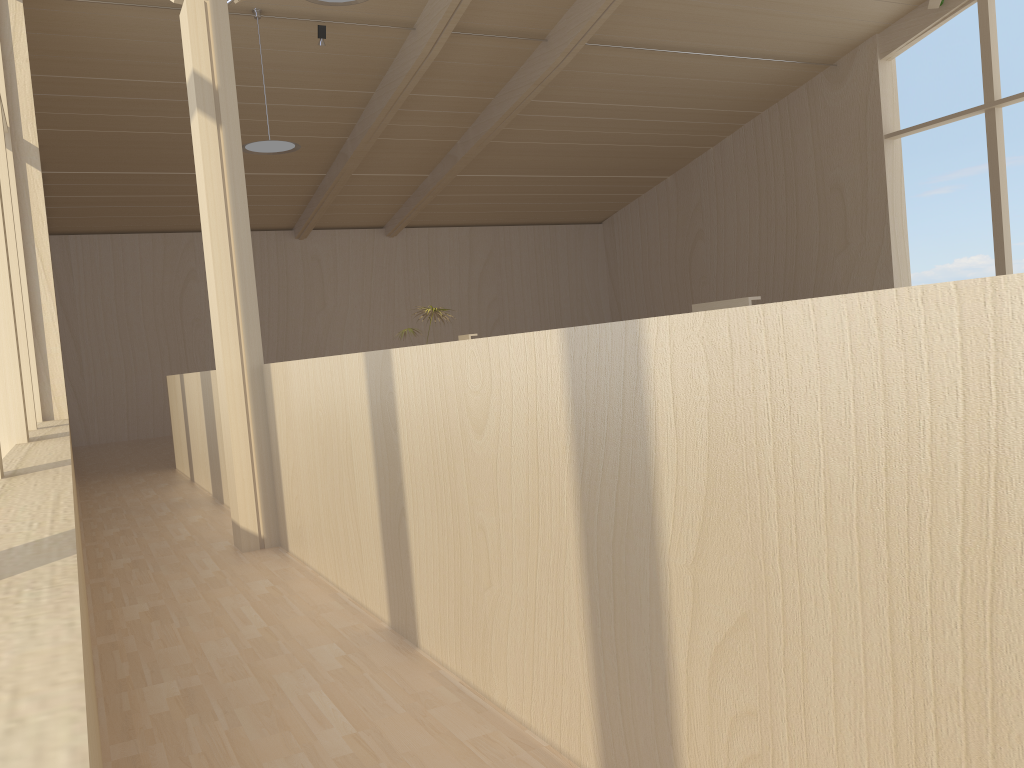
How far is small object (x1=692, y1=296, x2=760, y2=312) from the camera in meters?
5.9 m

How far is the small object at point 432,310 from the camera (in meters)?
10.53

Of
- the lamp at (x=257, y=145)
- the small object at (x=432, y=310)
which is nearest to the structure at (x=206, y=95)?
the lamp at (x=257, y=145)

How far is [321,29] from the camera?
9.0 meters

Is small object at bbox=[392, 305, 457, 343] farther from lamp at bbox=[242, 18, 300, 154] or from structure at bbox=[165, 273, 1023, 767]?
structure at bbox=[165, 273, 1023, 767]

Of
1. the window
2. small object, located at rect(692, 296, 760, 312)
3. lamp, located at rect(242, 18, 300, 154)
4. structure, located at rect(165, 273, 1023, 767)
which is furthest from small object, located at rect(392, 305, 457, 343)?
small object, located at rect(692, 296, 760, 312)

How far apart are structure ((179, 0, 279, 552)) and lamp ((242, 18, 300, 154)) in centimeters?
420cm

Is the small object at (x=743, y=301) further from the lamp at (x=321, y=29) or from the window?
the lamp at (x=321, y=29)

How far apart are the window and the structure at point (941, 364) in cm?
109

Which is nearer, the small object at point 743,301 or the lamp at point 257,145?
the small object at point 743,301
